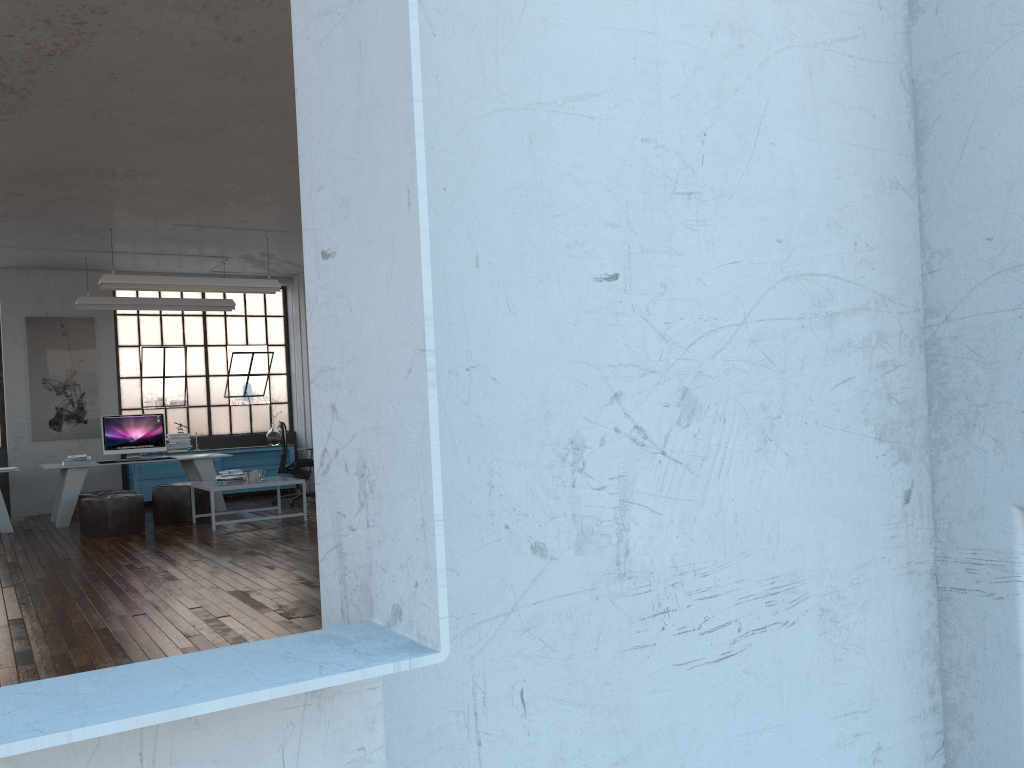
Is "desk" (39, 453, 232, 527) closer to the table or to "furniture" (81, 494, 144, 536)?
"furniture" (81, 494, 144, 536)

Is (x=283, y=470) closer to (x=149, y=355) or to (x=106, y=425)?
(x=106, y=425)

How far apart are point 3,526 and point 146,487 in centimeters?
235cm

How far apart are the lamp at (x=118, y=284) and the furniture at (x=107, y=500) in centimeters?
217cm

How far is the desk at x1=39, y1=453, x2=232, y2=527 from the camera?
10.1 meters

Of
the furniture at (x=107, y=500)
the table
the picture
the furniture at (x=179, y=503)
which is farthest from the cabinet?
the table

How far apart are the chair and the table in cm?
154

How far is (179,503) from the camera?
9.96m

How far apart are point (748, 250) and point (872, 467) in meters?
0.5 m

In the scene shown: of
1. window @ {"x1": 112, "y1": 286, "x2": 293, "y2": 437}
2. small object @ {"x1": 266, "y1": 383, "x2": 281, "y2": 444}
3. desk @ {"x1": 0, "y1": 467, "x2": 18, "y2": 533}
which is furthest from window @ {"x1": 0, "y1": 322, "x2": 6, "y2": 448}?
small object @ {"x1": 266, "y1": 383, "x2": 281, "y2": 444}
